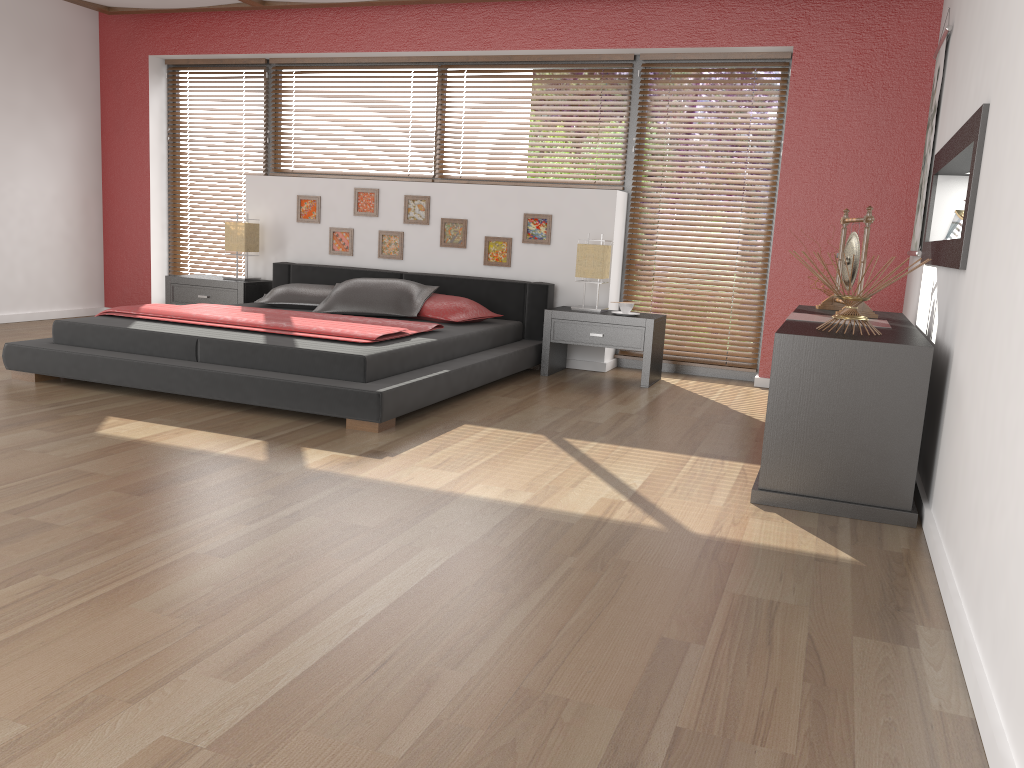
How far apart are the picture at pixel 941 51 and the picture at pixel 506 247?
2.5 meters

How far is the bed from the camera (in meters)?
3.98

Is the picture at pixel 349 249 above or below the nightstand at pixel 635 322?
above

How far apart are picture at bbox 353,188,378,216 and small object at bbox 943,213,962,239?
3.8m

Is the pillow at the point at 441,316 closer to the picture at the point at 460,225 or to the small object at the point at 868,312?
the picture at the point at 460,225

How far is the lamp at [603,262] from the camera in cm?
557

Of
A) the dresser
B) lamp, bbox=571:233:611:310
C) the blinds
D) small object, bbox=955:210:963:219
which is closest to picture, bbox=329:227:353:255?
the blinds

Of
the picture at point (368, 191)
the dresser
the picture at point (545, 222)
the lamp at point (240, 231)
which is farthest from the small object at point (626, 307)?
the lamp at point (240, 231)

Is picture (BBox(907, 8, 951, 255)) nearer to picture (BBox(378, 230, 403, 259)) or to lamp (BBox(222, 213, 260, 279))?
picture (BBox(378, 230, 403, 259))

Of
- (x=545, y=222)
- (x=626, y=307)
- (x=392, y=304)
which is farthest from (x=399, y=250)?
(x=626, y=307)
